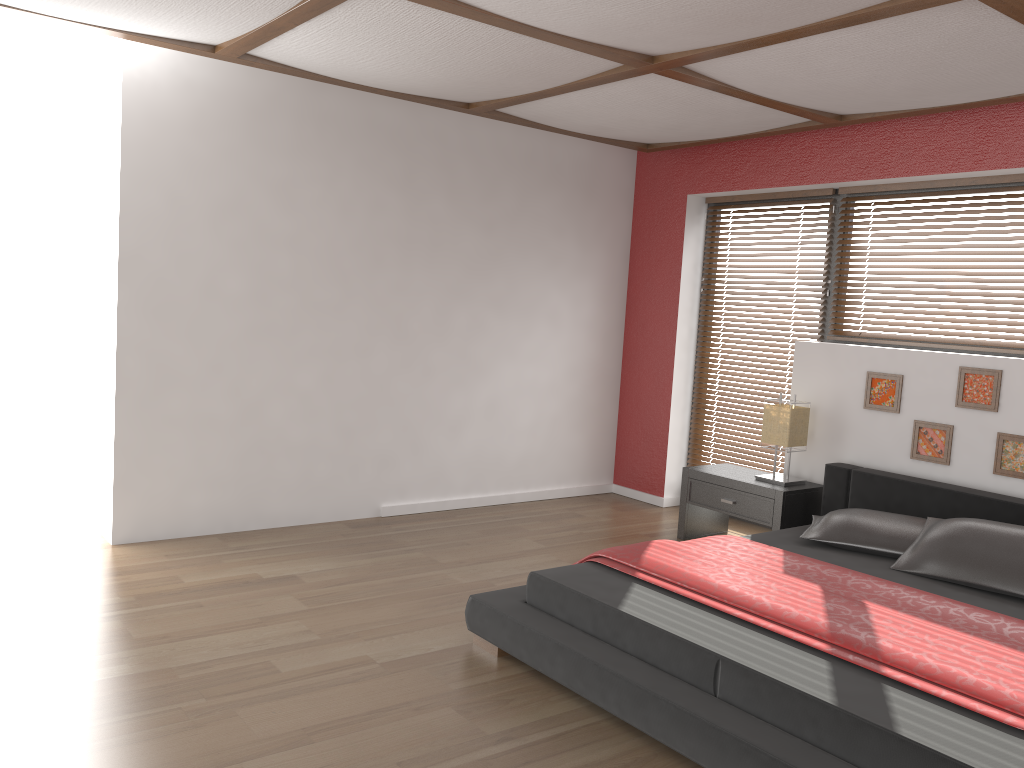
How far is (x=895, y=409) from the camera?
4.6 meters

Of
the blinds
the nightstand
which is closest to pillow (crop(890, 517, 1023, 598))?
the nightstand

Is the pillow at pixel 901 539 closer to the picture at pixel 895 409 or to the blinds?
the picture at pixel 895 409

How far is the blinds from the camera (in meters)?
5.71

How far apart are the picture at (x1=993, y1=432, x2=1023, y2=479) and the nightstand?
0.9m

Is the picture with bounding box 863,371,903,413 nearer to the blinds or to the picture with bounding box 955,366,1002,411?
the picture with bounding box 955,366,1002,411

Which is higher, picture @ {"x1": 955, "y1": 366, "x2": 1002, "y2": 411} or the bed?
picture @ {"x1": 955, "y1": 366, "x2": 1002, "y2": 411}

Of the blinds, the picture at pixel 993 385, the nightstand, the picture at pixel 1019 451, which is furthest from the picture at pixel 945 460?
the blinds

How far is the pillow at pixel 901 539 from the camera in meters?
3.8 m

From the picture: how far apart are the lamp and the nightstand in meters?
0.1 m
